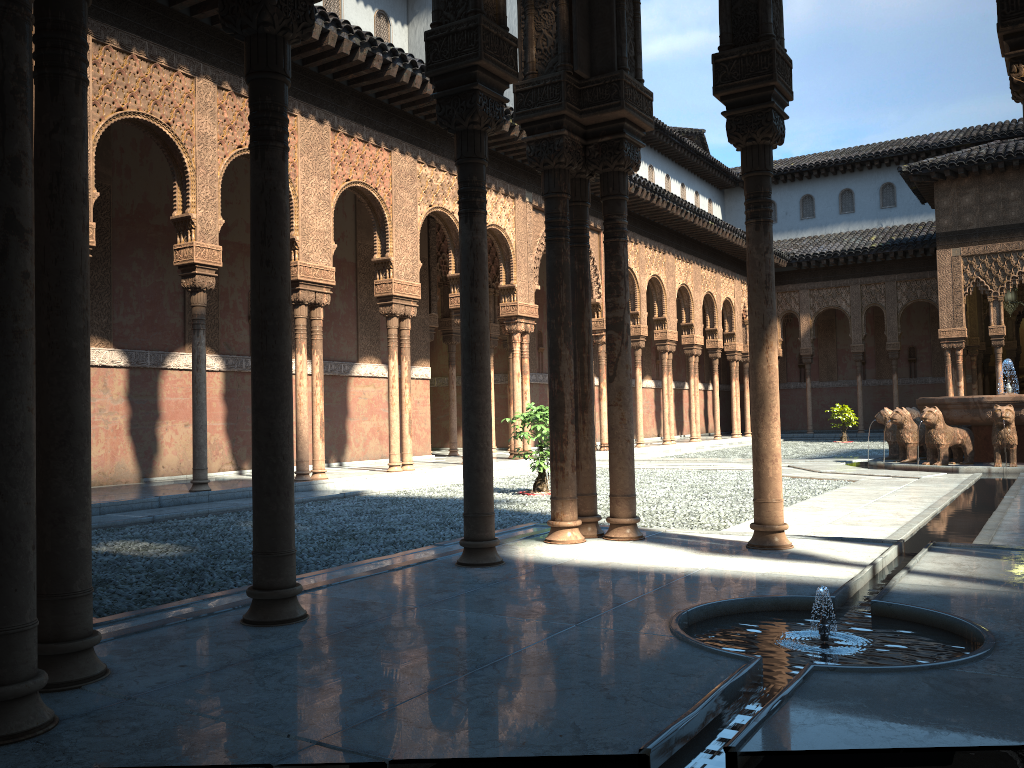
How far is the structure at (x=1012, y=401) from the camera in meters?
14.3

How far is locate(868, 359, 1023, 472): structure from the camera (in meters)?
14.25

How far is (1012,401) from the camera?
14.3 meters
